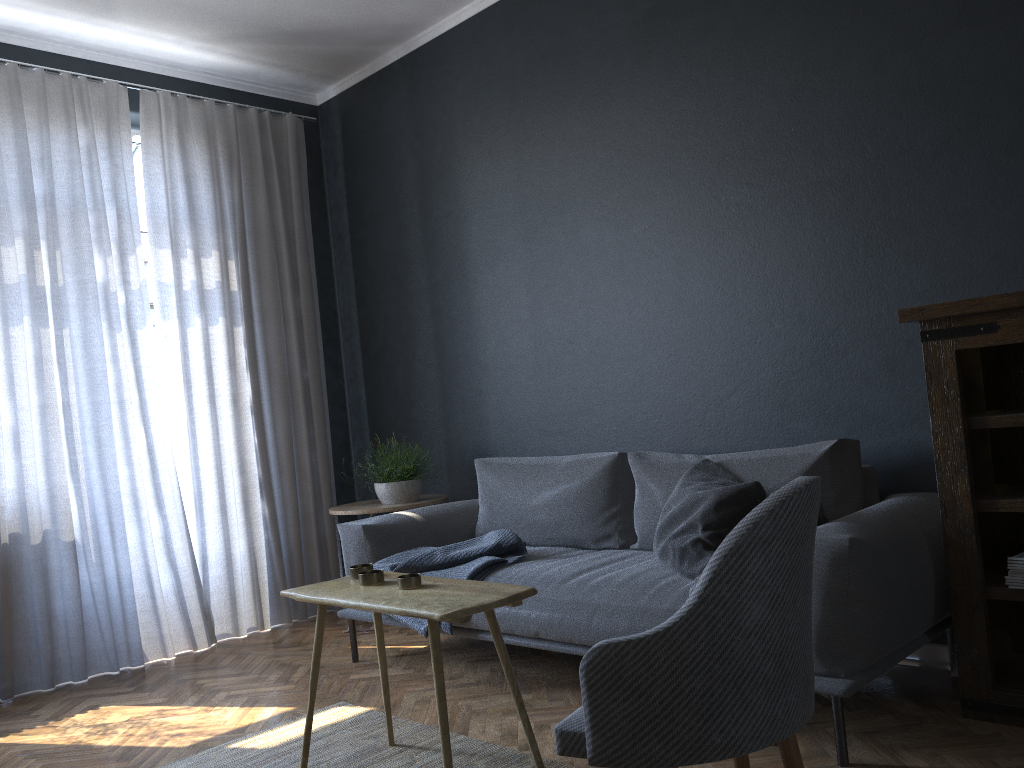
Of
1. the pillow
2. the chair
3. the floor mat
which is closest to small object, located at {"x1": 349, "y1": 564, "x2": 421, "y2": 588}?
the floor mat

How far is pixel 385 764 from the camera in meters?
2.6 m

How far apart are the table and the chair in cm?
40

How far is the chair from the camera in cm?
151

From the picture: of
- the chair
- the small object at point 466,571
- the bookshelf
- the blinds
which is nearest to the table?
the chair

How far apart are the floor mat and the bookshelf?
1.2 meters

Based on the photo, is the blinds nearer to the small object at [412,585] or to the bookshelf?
the small object at [412,585]

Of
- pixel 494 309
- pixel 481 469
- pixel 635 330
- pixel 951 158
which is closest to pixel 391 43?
pixel 494 309

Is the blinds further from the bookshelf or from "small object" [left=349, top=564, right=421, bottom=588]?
the bookshelf

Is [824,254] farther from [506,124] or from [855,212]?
[506,124]
